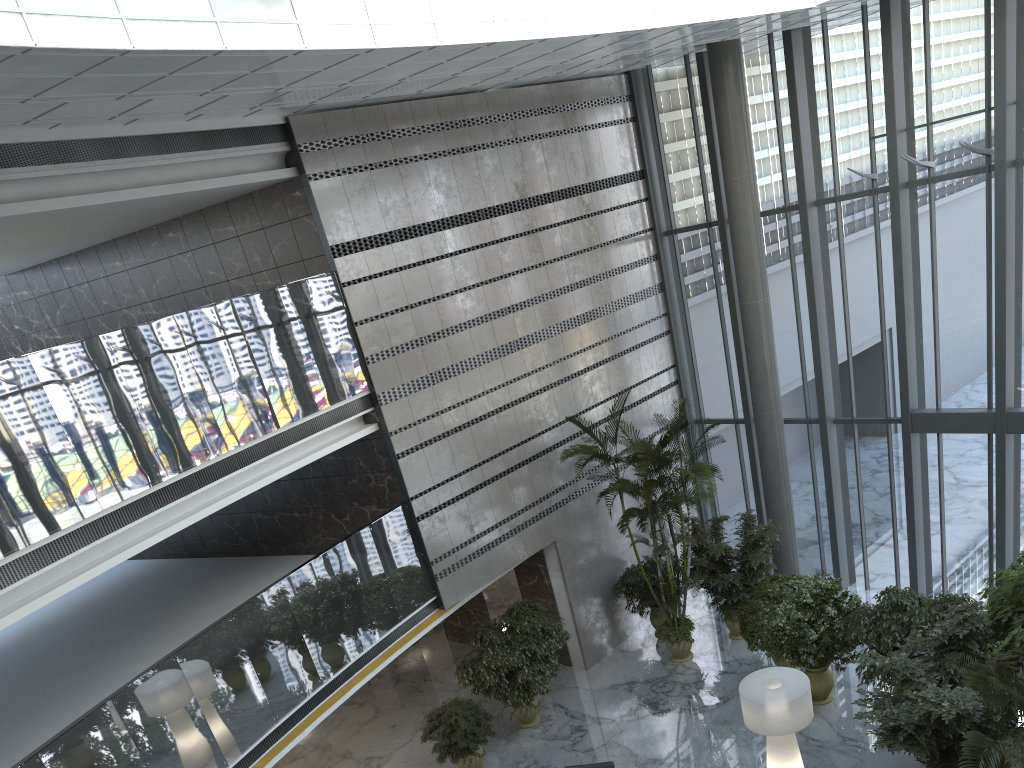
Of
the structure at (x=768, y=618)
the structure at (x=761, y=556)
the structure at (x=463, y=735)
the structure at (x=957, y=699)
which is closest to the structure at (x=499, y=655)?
the structure at (x=463, y=735)

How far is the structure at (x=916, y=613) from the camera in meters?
10.2

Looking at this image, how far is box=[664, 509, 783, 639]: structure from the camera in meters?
13.2 m

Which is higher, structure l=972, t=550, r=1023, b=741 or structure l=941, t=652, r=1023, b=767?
structure l=941, t=652, r=1023, b=767

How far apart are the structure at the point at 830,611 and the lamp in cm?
130

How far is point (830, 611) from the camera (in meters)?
11.11

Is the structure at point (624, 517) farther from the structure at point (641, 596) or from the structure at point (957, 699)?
the structure at point (957, 699)

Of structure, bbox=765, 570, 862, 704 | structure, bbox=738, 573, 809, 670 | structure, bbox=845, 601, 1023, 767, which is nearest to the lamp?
structure, bbox=845, 601, 1023, 767

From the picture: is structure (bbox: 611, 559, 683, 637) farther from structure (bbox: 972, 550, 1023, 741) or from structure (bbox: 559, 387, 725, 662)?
structure (bbox: 972, 550, 1023, 741)

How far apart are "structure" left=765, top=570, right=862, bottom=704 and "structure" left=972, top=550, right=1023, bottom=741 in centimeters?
165cm
